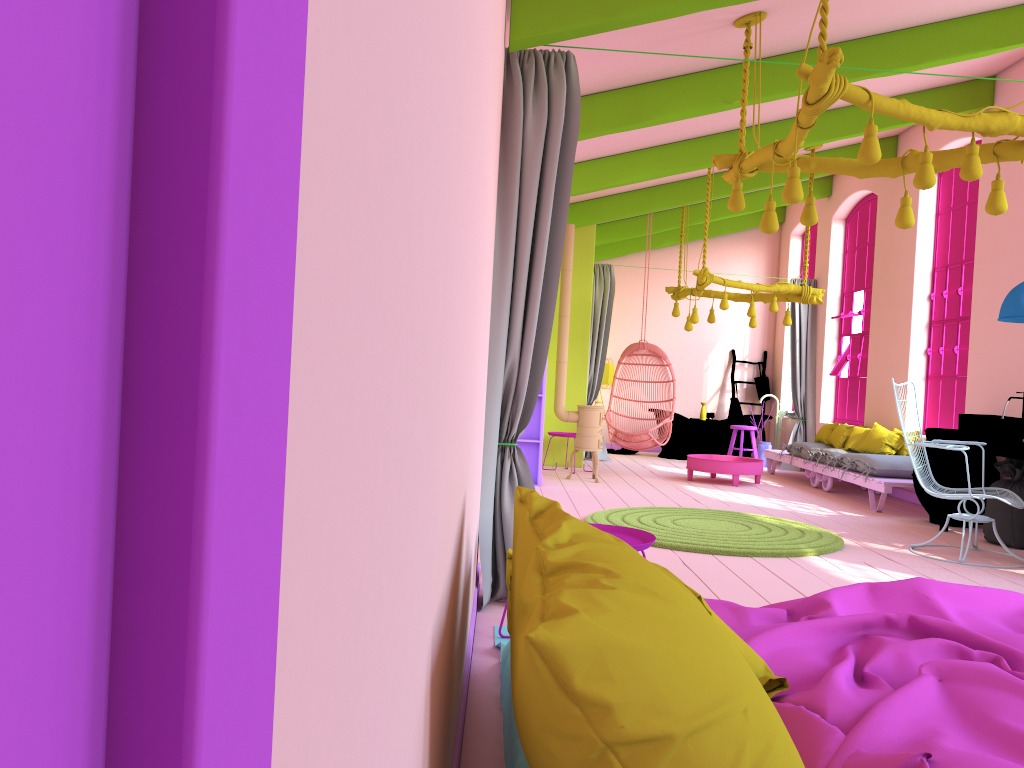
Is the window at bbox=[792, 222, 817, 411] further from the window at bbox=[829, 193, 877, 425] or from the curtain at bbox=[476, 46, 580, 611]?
the curtain at bbox=[476, 46, 580, 611]

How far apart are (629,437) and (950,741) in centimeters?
860cm

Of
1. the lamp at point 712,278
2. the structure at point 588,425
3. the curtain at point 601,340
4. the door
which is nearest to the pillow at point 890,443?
the lamp at point 712,278

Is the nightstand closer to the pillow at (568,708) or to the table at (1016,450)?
the pillow at (568,708)

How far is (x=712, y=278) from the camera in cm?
949

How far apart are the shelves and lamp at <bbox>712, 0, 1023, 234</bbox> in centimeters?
398cm

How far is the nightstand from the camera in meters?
3.6

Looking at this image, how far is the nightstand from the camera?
3.6m

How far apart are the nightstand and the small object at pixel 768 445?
9.3m

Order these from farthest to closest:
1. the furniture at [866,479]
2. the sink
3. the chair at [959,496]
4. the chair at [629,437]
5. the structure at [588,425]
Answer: the chair at [629,437]
the structure at [588,425]
the furniture at [866,479]
the sink
the chair at [959,496]
